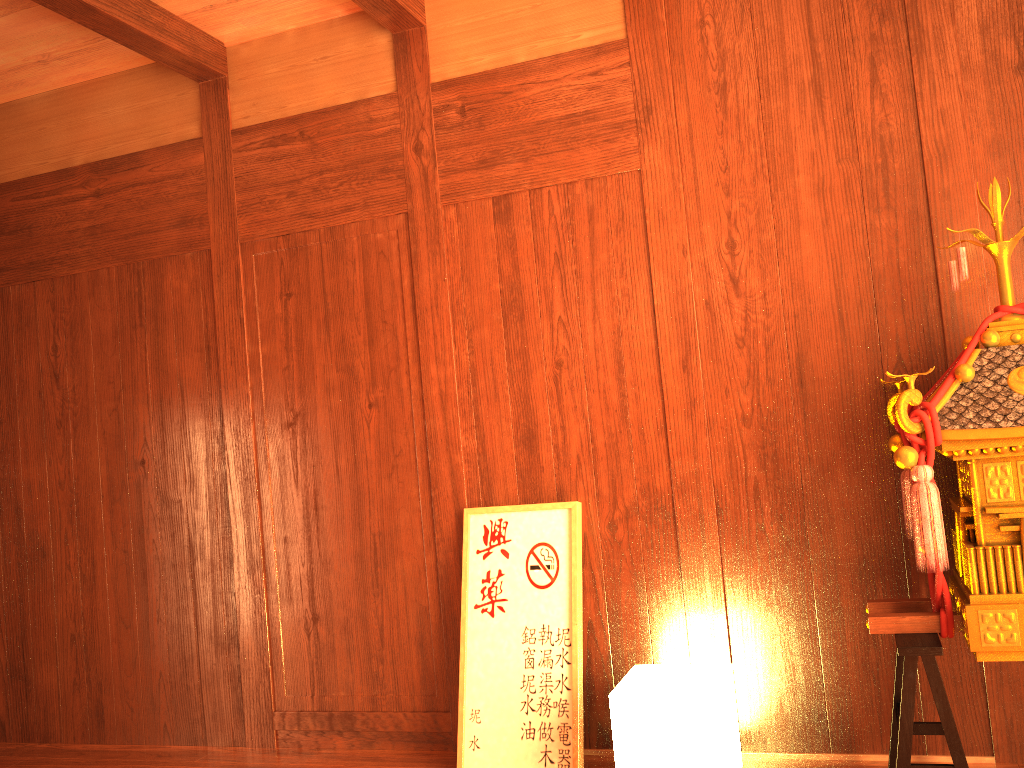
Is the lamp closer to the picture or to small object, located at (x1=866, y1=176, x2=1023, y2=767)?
the picture

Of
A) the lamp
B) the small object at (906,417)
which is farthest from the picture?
the small object at (906,417)

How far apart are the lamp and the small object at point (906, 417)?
0.38m

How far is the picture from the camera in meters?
2.6

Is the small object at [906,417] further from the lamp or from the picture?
the picture

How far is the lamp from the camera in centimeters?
217cm

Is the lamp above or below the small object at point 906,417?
below

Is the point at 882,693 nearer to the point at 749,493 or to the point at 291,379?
the point at 749,493

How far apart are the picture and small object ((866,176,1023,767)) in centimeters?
81cm

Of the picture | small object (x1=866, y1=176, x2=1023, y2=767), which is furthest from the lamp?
small object (x1=866, y1=176, x2=1023, y2=767)
